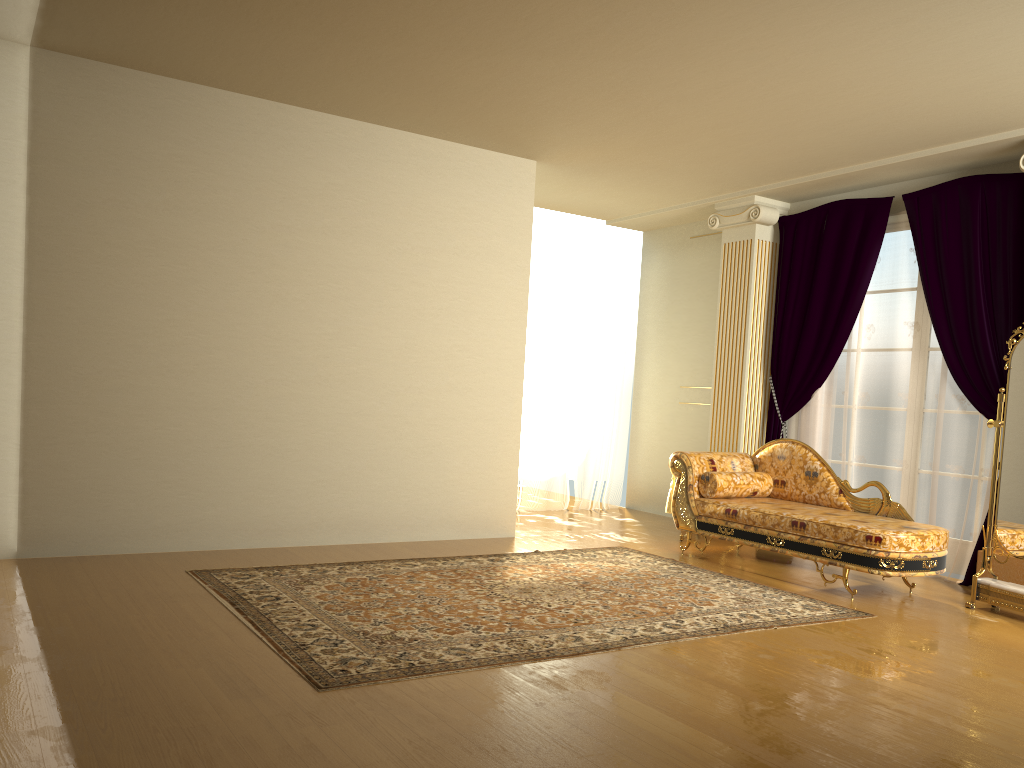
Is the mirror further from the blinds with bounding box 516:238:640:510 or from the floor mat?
the blinds with bounding box 516:238:640:510

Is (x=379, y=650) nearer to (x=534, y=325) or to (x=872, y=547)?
(x=872, y=547)

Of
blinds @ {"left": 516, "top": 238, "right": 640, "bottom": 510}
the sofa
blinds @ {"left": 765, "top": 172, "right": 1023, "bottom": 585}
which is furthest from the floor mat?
blinds @ {"left": 516, "top": 238, "right": 640, "bottom": 510}

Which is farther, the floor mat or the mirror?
the mirror

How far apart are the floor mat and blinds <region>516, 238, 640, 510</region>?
2.1m

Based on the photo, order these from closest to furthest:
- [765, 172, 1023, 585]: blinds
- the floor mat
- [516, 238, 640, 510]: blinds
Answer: A: 1. the floor mat
2. [765, 172, 1023, 585]: blinds
3. [516, 238, 640, 510]: blinds

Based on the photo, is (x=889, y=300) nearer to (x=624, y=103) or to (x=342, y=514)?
(x=624, y=103)

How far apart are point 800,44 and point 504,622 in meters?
3.1

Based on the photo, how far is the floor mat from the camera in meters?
3.5

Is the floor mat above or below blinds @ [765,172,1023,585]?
below
